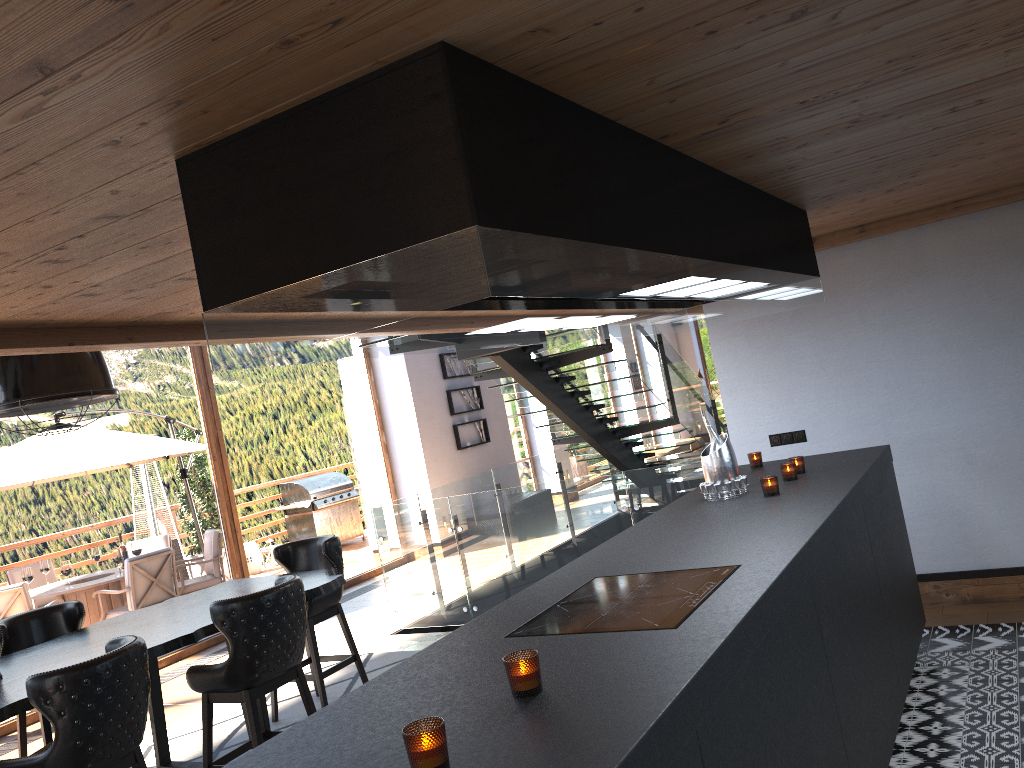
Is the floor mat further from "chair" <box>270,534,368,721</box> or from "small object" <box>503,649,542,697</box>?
"small object" <box>503,649,542,697</box>

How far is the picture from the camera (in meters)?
12.49

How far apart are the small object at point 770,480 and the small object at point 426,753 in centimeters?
257cm

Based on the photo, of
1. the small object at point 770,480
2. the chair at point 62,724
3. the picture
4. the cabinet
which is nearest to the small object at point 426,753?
the cabinet

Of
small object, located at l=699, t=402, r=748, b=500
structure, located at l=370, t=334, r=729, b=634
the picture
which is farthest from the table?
the picture

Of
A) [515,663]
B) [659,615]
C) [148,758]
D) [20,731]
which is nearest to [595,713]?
[515,663]

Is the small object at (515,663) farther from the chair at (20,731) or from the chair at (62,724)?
the chair at (20,731)

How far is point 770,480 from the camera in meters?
3.9

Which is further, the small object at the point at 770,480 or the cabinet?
the small object at the point at 770,480

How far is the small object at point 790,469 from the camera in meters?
4.2
